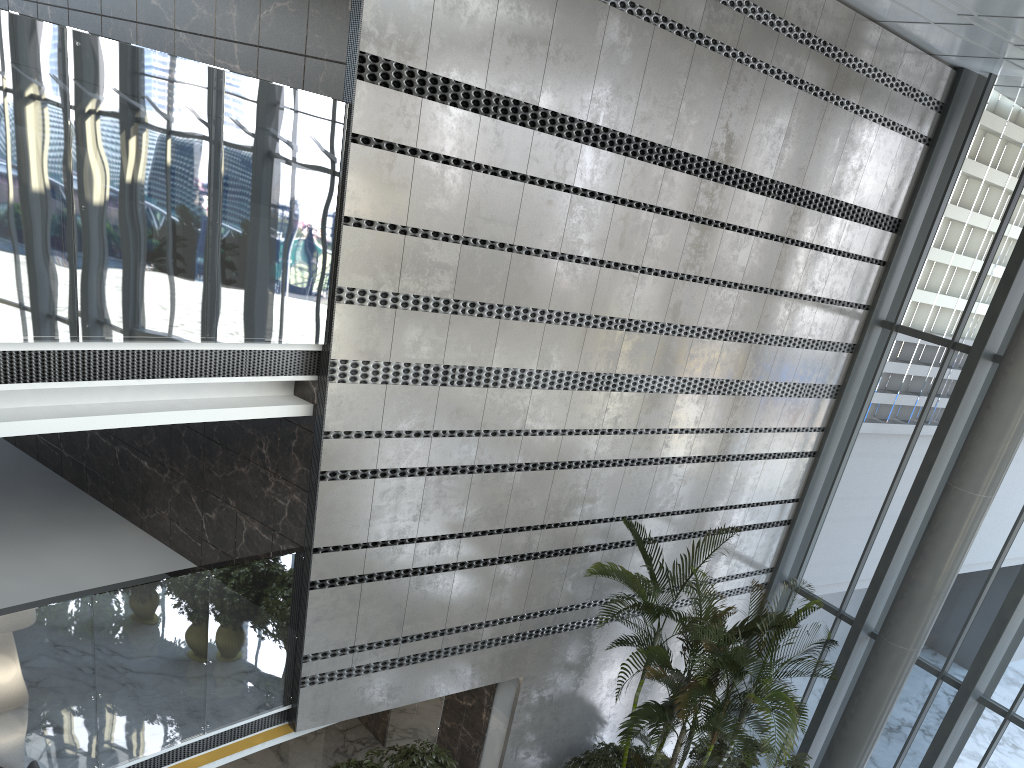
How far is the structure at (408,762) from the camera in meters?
7.5

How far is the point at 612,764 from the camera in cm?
869

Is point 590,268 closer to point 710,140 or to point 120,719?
point 710,140

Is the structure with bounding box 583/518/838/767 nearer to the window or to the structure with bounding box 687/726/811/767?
the structure with bounding box 687/726/811/767

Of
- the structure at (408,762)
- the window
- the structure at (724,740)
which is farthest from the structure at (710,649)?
the window

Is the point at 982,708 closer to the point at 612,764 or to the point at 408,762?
the point at 612,764

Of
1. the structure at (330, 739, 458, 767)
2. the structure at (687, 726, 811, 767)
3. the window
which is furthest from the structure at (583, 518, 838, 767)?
the window

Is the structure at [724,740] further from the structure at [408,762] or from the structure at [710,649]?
the structure at [408,762]

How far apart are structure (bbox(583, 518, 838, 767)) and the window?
2.0 meters

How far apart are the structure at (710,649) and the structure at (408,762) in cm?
167
